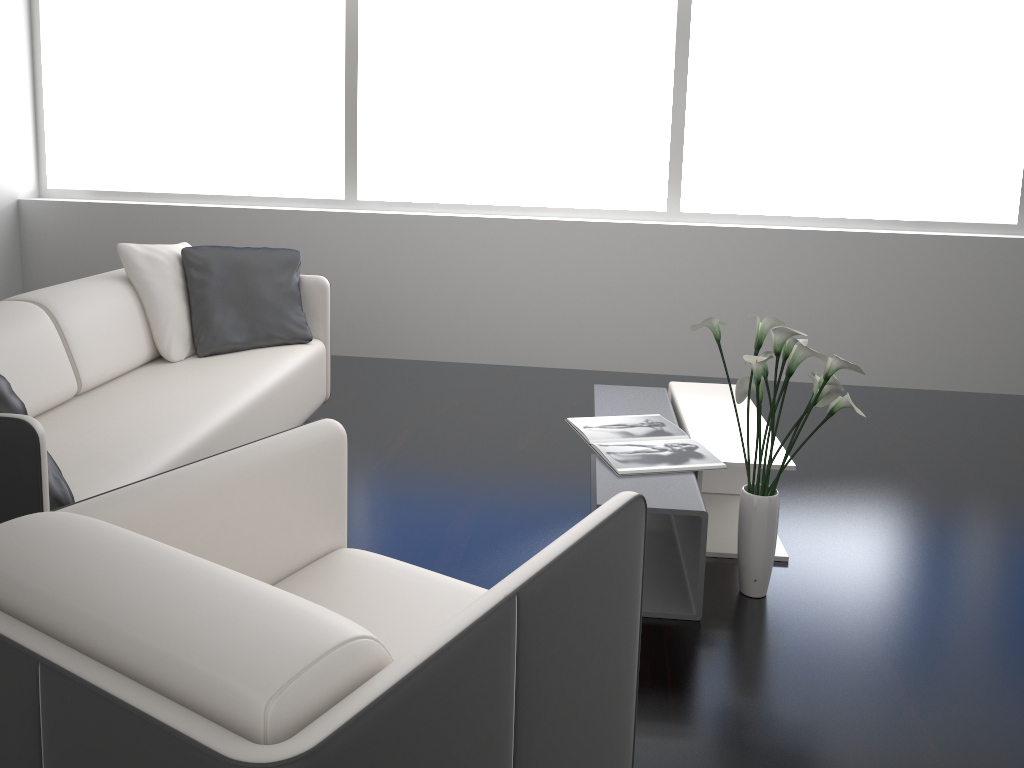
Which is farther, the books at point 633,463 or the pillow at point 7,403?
the books at point 633,463

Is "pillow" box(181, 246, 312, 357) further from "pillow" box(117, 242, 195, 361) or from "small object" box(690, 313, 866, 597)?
"small object" box(690, 313, 866, 597)

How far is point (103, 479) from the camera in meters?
2.3 m

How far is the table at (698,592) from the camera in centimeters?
246cm

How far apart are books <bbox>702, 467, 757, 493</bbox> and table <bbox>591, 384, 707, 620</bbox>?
0.3m

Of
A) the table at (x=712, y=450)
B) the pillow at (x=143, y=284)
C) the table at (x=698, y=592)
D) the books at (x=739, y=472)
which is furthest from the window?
the books at (x=739, y=472)

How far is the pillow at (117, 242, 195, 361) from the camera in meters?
3.5 m

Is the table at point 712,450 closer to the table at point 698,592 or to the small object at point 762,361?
the table at point 698,592

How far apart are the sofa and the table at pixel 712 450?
1.54m

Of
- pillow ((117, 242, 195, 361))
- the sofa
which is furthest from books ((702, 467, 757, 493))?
pillow ((117, 242, 195, 361))
